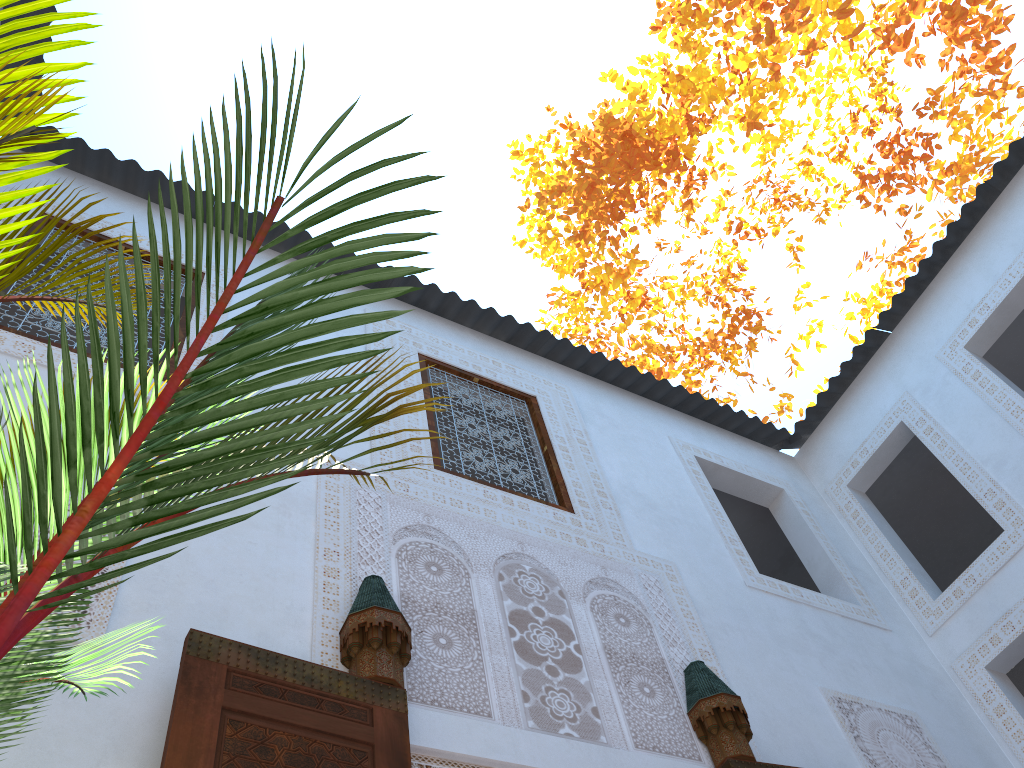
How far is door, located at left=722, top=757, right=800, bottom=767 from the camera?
2.6 meters

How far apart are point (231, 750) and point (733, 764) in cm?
152

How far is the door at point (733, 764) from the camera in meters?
2.6 m

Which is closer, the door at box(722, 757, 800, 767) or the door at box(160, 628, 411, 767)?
the door at box(160, 628, 411, 767)

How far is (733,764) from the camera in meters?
2.6 m

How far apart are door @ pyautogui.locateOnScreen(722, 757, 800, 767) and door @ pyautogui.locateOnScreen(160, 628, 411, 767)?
1.1 meters

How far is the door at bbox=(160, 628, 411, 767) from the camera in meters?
1.8 m
